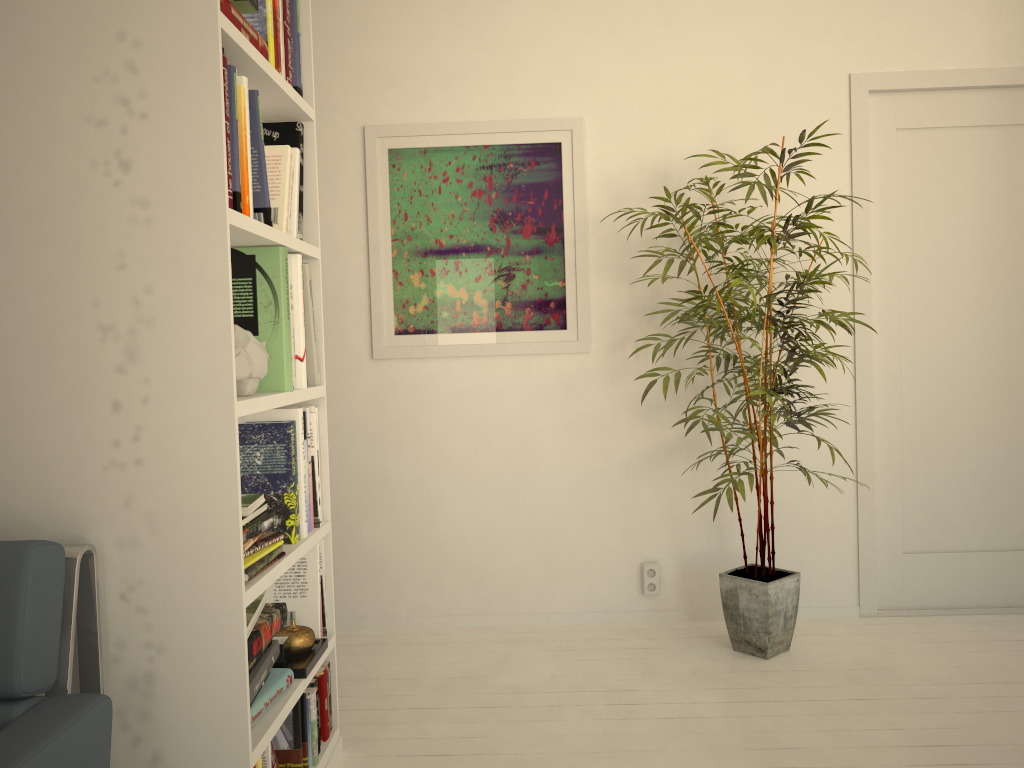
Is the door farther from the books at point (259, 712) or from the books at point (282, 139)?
the books at point (259, 712)

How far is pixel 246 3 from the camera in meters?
1.9

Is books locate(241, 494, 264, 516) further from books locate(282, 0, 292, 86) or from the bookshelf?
books locate(282, 0, 292, 86)

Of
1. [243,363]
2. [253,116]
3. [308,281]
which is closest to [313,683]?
[243,363]

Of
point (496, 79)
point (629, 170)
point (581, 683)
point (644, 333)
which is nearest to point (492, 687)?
point (581, 683)

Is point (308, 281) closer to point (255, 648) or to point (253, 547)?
point (253, 547)

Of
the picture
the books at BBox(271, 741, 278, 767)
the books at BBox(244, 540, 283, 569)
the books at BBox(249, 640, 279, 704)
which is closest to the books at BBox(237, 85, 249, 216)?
the books at BBox(244, 540, 283, 569)

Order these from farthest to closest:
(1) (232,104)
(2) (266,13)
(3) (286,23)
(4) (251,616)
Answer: (3) (286,23), (2) (266,13), (4) (251,616), (1) (232,104)

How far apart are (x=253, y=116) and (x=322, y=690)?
1.4m

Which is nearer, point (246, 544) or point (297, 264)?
point (246, 544)
